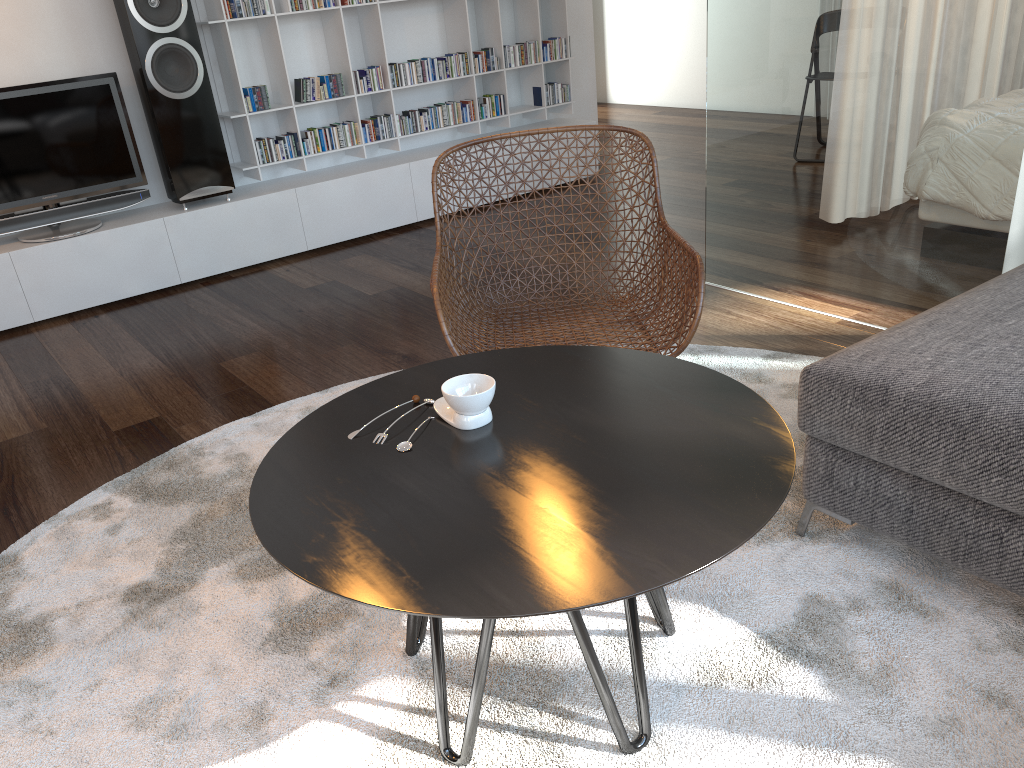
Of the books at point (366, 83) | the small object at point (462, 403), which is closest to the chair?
the small object at point (462, 403)

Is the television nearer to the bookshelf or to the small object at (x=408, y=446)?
the bookshelf

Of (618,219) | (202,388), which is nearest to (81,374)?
(202,388)

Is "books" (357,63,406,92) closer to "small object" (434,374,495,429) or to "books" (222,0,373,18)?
"books" (222,0,373,18)

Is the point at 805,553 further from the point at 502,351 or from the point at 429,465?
the point at 429,465

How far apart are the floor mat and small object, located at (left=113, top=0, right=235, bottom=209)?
1.8m

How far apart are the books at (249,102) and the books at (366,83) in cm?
53

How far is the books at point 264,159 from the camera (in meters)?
4.37

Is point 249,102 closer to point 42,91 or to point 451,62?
point 42,91

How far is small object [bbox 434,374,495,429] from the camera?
1.4m
